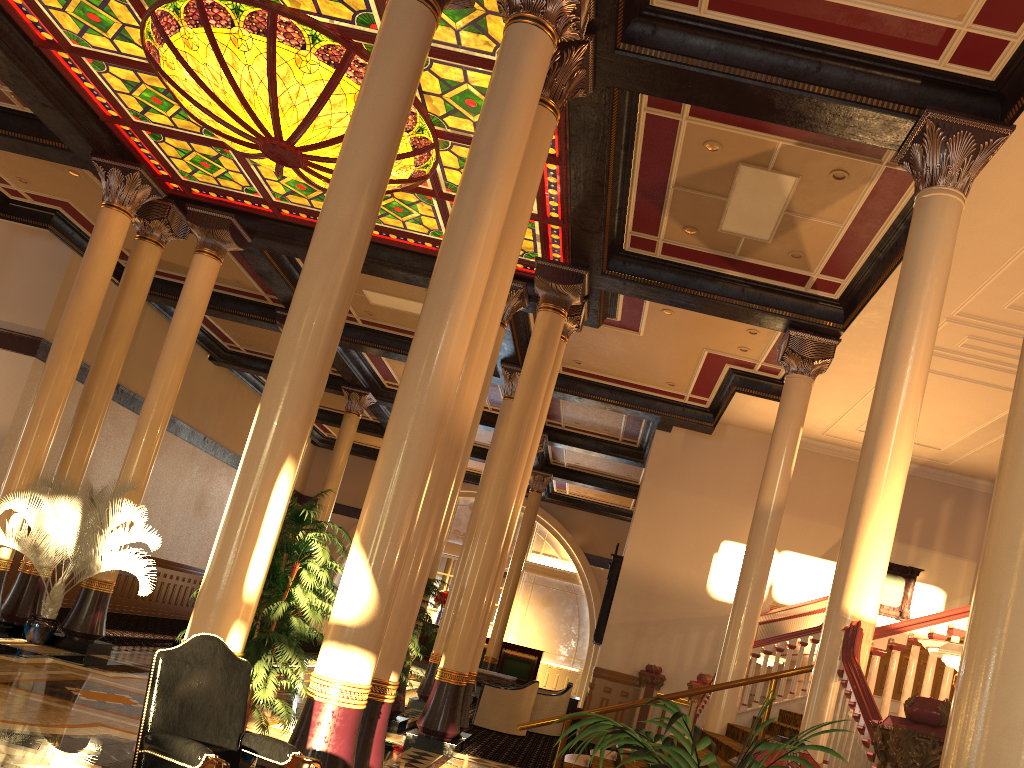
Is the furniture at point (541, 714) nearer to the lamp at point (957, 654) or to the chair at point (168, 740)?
the lamp at point (957, 654)

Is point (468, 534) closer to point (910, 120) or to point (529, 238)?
point (529, 238)

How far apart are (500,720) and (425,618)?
4.1m

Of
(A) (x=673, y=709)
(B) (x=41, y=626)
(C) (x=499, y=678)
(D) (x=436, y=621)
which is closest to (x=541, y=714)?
(C) (x=499, y=678)

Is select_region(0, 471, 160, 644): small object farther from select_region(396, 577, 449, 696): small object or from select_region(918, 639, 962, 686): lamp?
select_region(918, 639, 962, 686): lamp

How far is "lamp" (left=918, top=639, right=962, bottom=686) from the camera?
4.9m

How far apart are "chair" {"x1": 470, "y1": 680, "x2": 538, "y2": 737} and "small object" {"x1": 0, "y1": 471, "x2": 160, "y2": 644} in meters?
5.3

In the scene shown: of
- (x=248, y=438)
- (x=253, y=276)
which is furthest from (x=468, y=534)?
(x=248, y=438)

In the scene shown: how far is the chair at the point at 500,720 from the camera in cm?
1284

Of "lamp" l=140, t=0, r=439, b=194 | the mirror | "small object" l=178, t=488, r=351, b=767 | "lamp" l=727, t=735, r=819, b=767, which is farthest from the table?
"lamp" l=727, t=735, r=819, b=767
